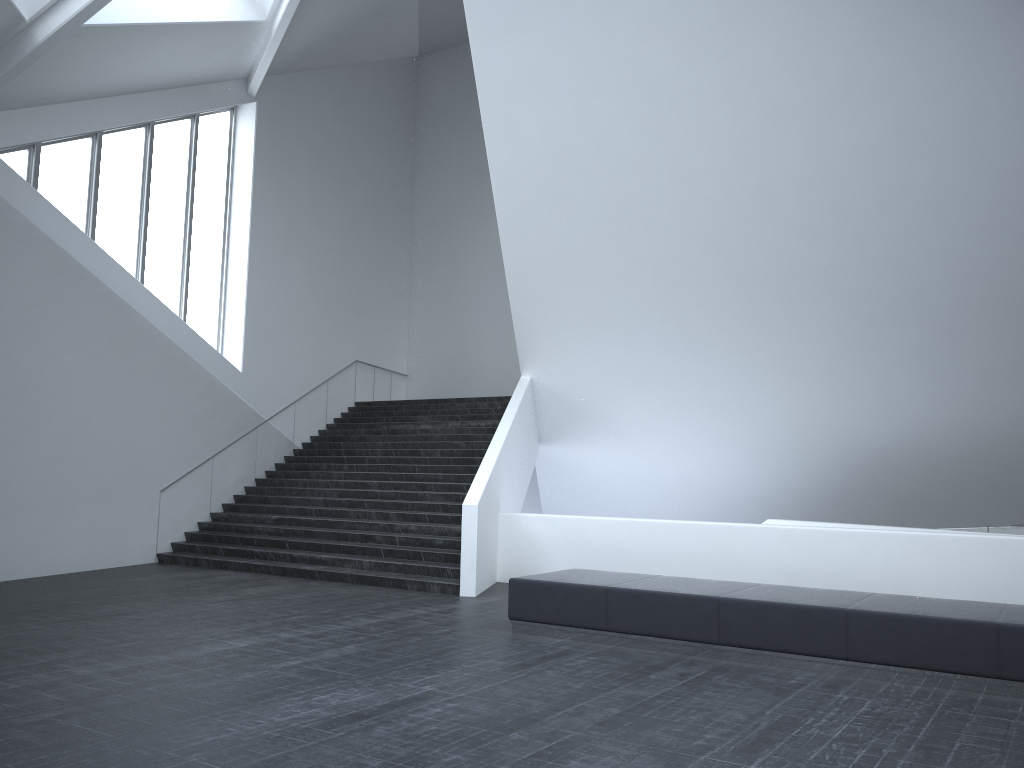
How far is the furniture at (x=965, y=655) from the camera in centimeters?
712cm

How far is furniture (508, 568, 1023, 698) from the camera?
7.12m

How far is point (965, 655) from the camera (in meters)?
7.12
